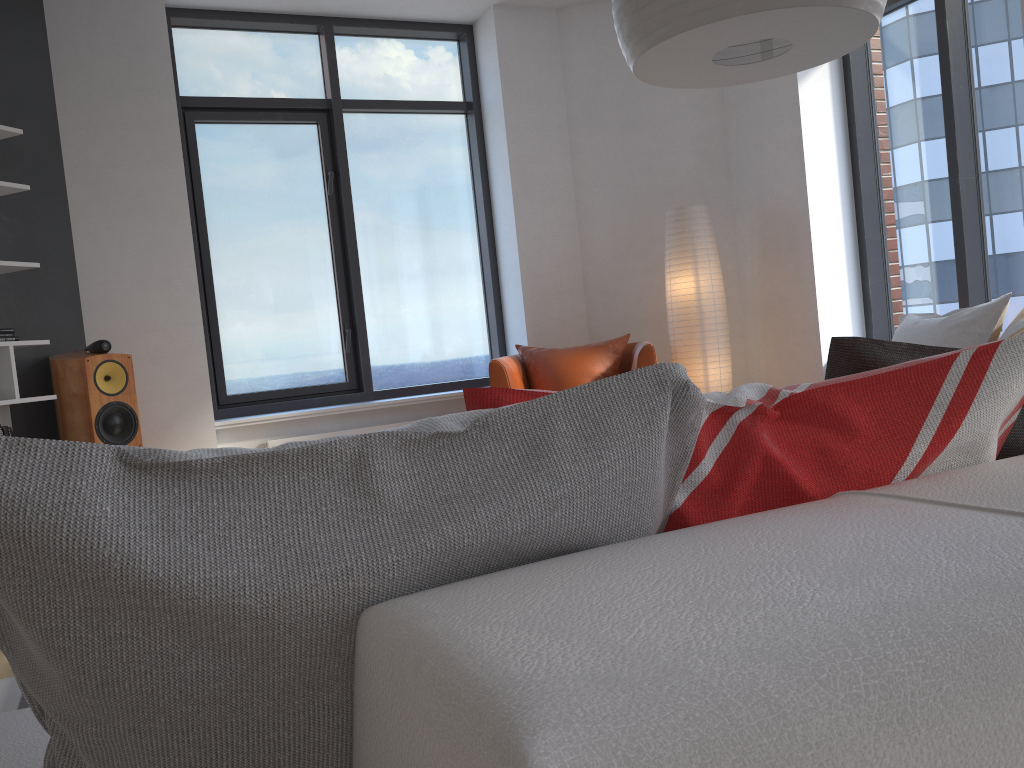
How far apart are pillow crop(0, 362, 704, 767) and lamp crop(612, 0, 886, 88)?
1.3 meters

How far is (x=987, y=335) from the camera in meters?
2.8

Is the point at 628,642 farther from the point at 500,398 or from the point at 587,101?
the point at 587,101

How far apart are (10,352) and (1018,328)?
3.88m

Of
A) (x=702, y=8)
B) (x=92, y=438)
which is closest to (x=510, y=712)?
(x=702, y=8)

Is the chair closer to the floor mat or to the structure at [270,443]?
the structure at [270,443]

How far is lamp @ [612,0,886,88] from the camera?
1.8 meters

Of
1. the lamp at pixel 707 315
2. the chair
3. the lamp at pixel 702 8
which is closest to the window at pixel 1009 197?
the lamp at pixel 707 315

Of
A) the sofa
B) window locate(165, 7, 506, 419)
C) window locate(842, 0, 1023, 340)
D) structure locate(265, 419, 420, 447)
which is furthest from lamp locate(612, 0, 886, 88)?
window locate(165, 7, 506, 419)

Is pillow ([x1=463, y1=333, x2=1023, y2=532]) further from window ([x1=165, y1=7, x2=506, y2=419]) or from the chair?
window ([x1=165, y1=7, x2=506, y2=419])
